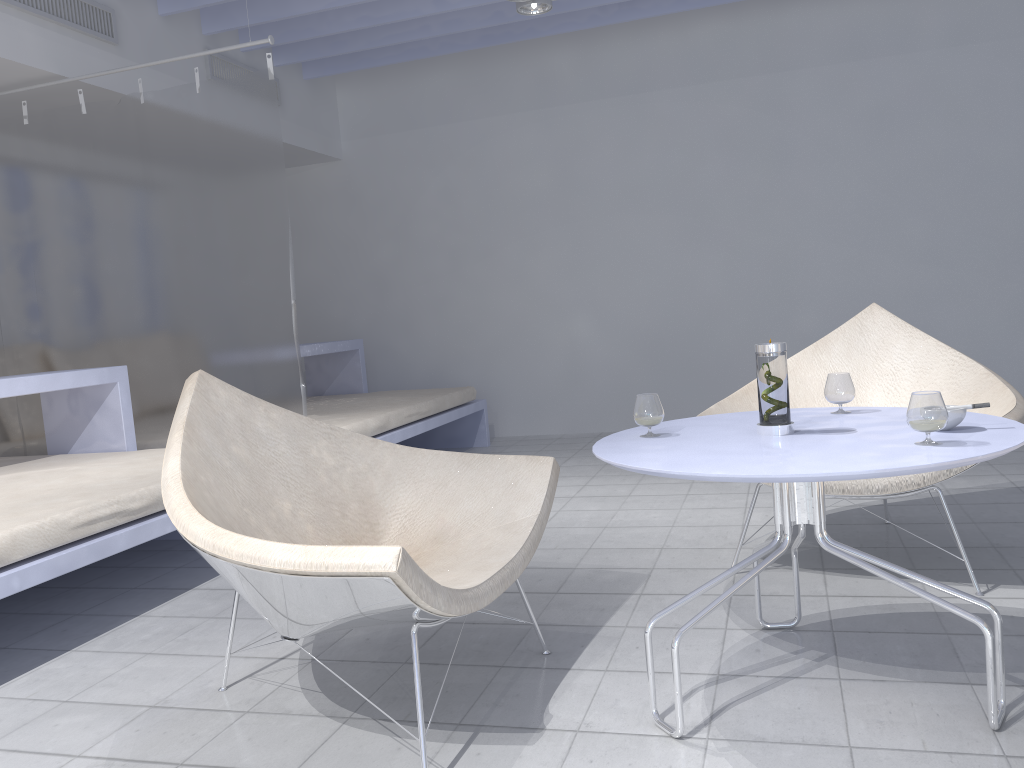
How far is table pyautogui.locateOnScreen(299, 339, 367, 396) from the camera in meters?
5.4

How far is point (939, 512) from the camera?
3.1m

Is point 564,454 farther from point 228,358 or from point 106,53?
point 106,53

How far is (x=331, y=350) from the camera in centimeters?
543cm

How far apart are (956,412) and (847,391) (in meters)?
0.36

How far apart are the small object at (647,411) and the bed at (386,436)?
2.2m

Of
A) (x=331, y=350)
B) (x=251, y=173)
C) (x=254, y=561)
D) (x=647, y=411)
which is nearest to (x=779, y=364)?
(x=647, y=411)

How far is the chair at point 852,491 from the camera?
2.4 meters

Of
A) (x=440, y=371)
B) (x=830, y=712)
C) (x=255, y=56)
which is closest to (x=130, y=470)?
(x=830, y=712)

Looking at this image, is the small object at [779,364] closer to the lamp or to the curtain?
the curtain
